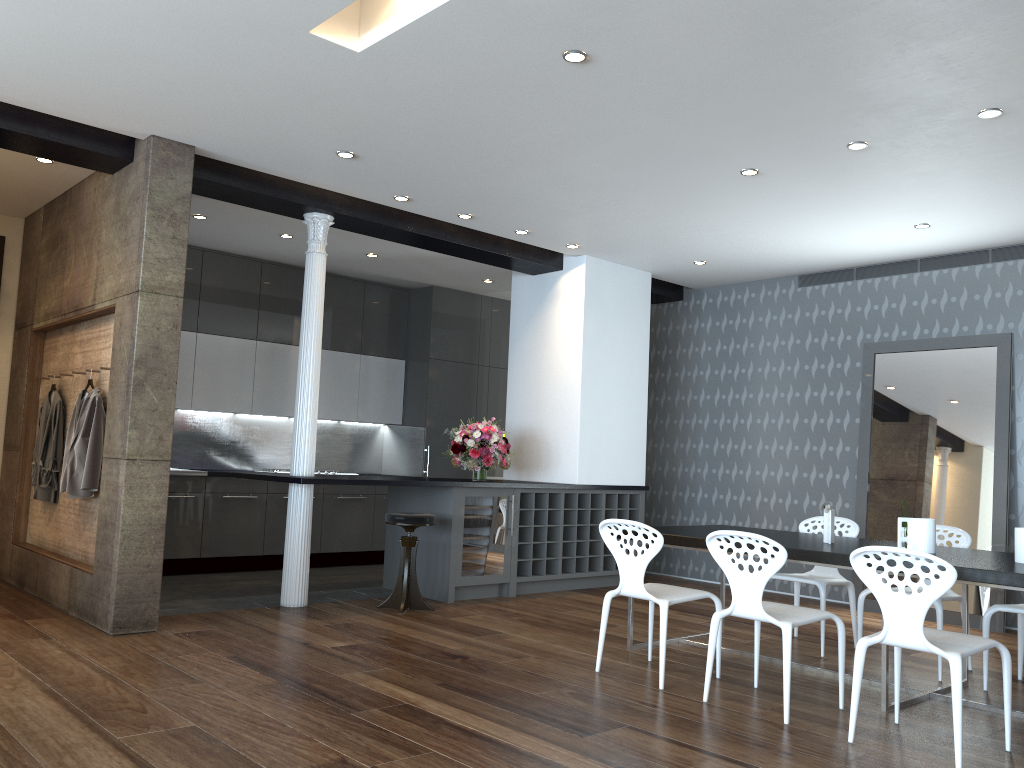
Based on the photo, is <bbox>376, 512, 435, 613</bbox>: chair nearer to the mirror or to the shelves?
the shelves

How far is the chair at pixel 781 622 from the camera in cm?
404

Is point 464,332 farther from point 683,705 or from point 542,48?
point 683,705

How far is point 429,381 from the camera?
9.58m

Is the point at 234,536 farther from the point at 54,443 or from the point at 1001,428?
the point at 1001,428

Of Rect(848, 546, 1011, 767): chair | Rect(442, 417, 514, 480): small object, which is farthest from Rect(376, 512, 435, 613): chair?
Rect(848, 546, 1011, 767): chair

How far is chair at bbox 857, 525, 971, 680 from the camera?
4.96m

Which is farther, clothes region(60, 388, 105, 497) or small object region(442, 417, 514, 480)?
small object region(442, 417, 514, 480)

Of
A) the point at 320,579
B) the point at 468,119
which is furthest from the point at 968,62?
the point at 320,579

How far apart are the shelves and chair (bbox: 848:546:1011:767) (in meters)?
3.73
